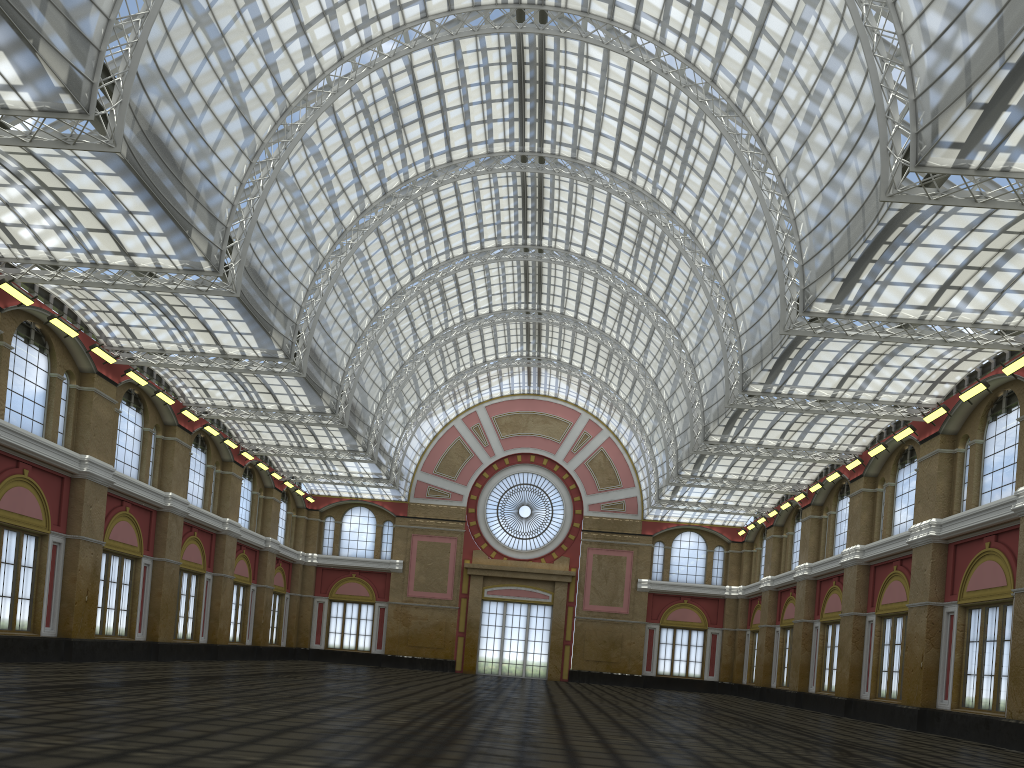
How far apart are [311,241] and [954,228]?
28.1m
